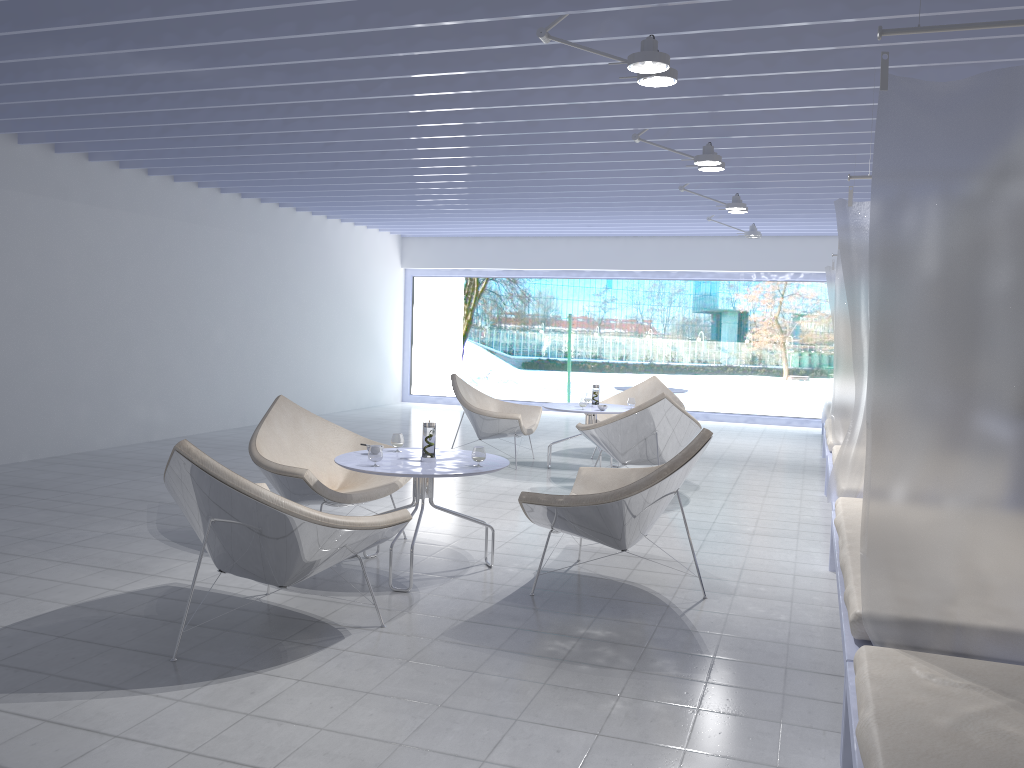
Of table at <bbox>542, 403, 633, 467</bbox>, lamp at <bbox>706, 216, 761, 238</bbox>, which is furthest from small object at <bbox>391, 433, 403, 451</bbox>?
lamp at <bbox>706, 216, 761, 238</bbox>

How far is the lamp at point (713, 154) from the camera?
5.5 meters

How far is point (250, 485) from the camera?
3.0 meters

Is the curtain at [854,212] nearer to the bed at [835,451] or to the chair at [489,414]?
the bed at [835,451]

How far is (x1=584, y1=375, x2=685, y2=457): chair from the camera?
8.40m

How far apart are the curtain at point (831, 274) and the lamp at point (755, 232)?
1.08m

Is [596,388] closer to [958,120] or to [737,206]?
[737,206]

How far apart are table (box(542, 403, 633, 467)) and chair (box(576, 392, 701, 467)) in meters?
0.4 m

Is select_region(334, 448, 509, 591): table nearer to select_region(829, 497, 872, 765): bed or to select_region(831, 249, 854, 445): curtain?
select_region(829, 497, 872, 765): bed

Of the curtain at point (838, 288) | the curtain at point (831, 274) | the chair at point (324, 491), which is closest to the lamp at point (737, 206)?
the curtain at point (838, 288)
